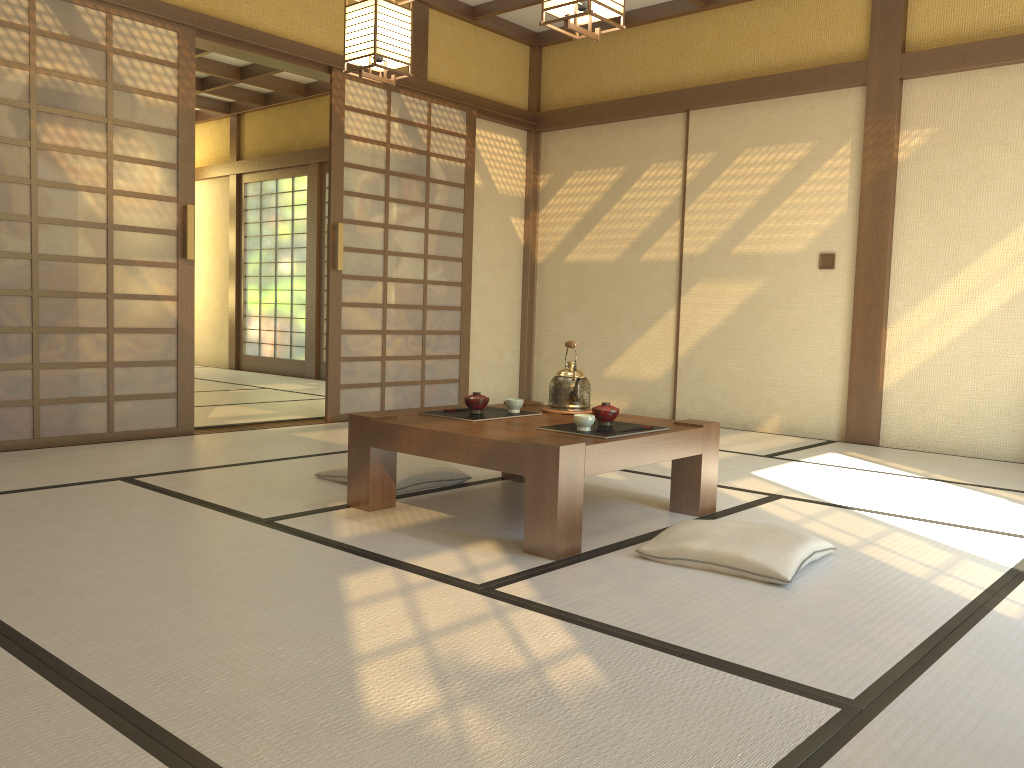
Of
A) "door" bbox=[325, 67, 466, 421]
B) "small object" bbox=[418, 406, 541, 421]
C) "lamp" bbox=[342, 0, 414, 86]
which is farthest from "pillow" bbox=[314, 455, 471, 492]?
"door" bbox=[325, 67, 466, 421]

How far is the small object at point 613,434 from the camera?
2.98m

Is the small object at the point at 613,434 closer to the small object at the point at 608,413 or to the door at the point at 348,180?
the small object at the point at 608,413

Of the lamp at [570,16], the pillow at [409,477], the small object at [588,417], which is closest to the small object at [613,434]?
the small object at [588,417]

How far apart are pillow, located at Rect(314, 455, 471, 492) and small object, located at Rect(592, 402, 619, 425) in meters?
0.9 m

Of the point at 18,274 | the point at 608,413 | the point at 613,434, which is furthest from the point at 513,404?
the point at 18,274

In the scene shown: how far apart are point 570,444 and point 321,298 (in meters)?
6.91

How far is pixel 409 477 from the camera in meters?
3.6 m

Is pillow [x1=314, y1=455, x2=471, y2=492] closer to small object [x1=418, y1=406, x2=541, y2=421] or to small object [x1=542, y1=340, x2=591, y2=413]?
small object [x1=418, y1=406, x2=541, y2=421]

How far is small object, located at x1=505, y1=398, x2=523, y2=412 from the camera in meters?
3.5
